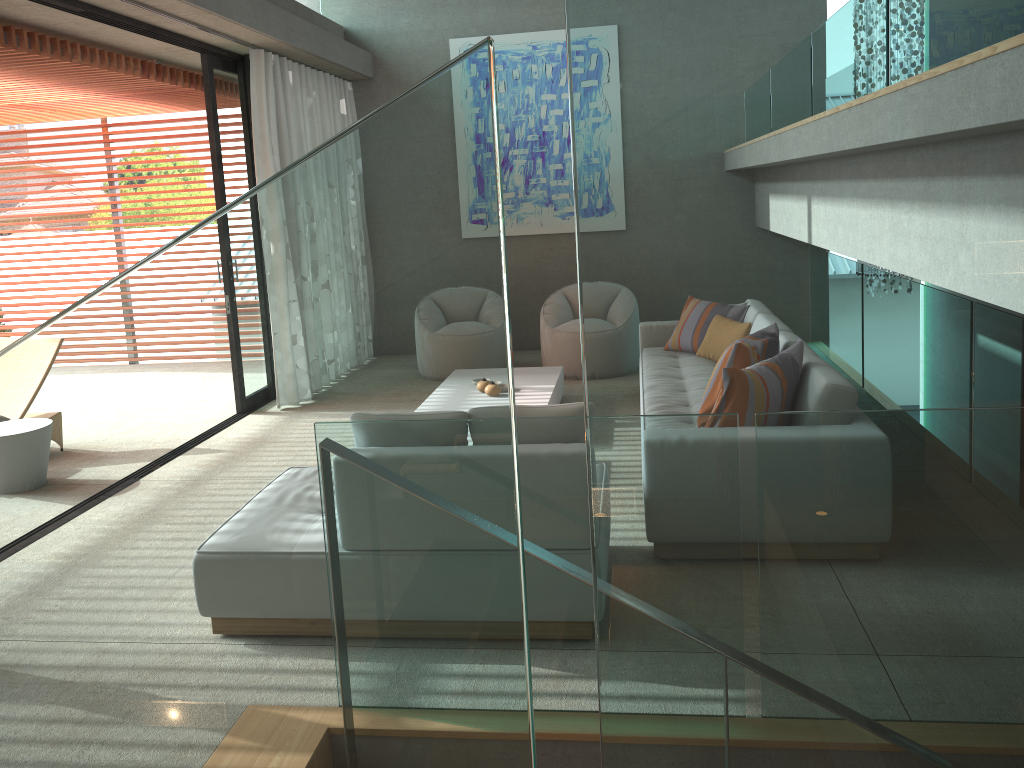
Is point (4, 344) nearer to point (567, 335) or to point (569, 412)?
point (567, 335)

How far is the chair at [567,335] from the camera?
7.8m

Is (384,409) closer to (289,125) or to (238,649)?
(238,649)

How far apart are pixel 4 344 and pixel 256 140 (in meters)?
2.47

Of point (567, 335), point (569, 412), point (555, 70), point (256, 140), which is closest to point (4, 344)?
point (256, 140)

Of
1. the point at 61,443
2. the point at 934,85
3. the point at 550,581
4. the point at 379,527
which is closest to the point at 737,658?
the point at 379,527

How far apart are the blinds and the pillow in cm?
454

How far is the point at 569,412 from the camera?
3.32m

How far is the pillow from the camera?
3.3 meters

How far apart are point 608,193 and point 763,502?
0.21m
